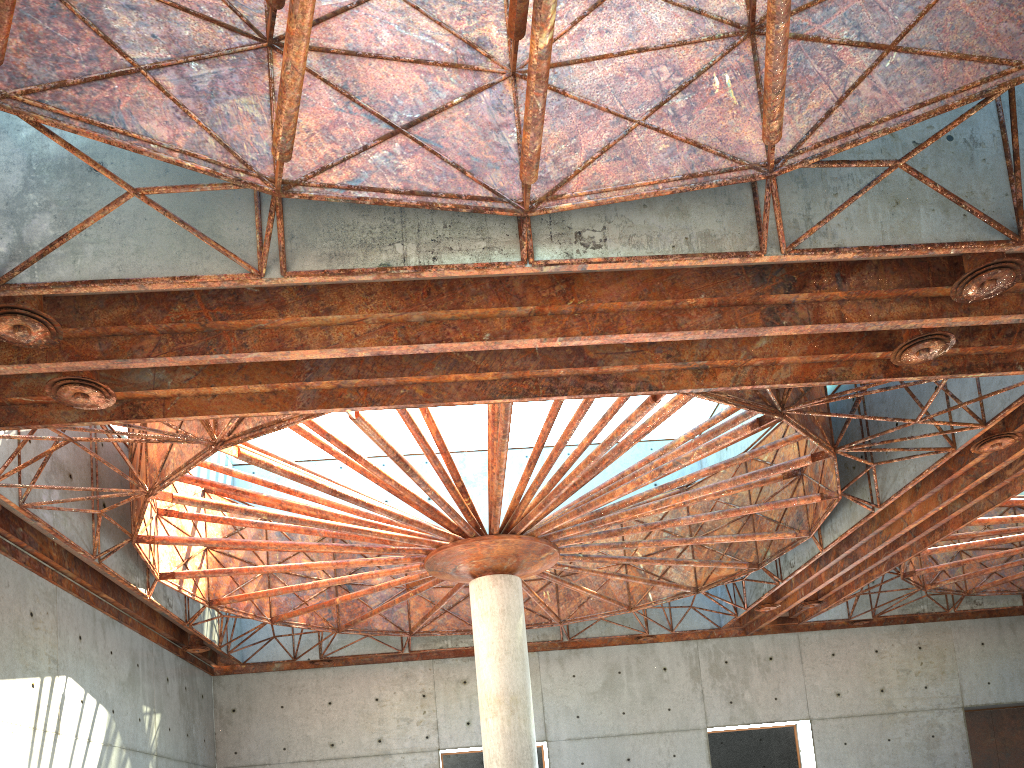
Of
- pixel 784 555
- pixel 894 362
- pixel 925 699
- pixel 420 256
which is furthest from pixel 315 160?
pixel 925 699

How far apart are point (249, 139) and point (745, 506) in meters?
21.2

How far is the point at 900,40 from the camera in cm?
1470
